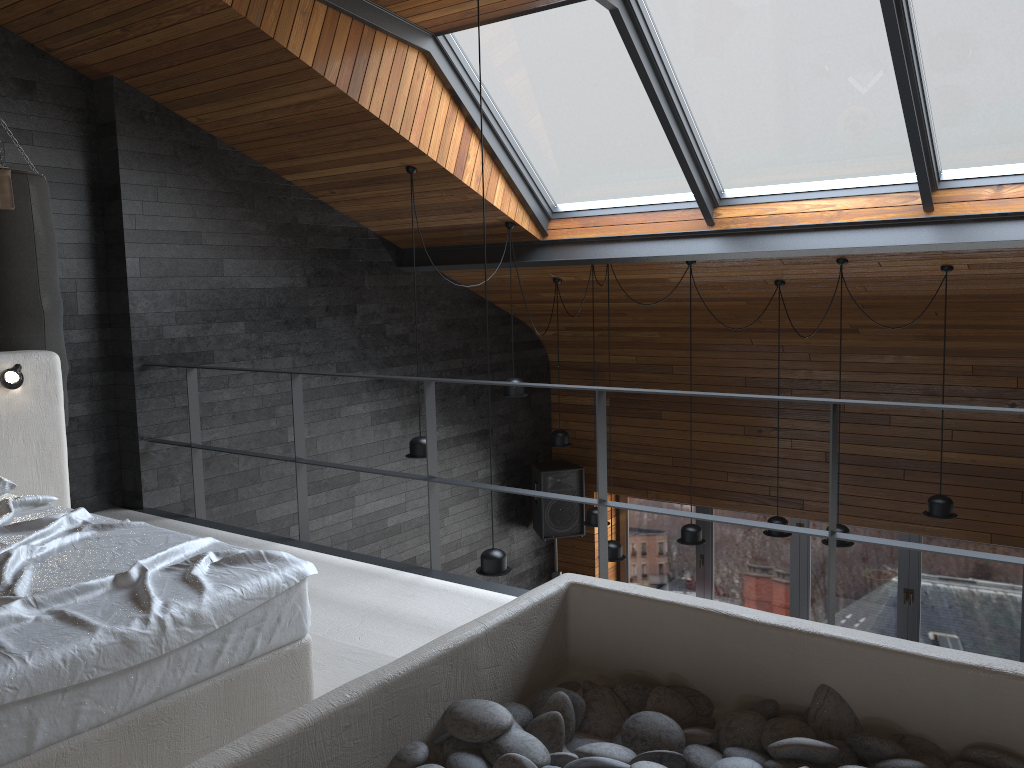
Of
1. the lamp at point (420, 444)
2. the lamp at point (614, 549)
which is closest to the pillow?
the lamp at point (420, 444)

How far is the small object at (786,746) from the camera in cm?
169

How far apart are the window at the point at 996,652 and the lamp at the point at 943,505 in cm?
210

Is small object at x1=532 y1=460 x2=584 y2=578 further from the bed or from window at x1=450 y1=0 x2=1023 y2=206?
the bed

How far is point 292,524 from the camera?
6.5m

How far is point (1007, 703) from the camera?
1.7 meters

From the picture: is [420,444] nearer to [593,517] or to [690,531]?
[593,517]

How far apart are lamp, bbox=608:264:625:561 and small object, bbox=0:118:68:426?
3.8 meters

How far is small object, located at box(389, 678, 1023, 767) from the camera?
1.7m

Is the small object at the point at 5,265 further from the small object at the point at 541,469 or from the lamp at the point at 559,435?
the small object at the point at 541,469
